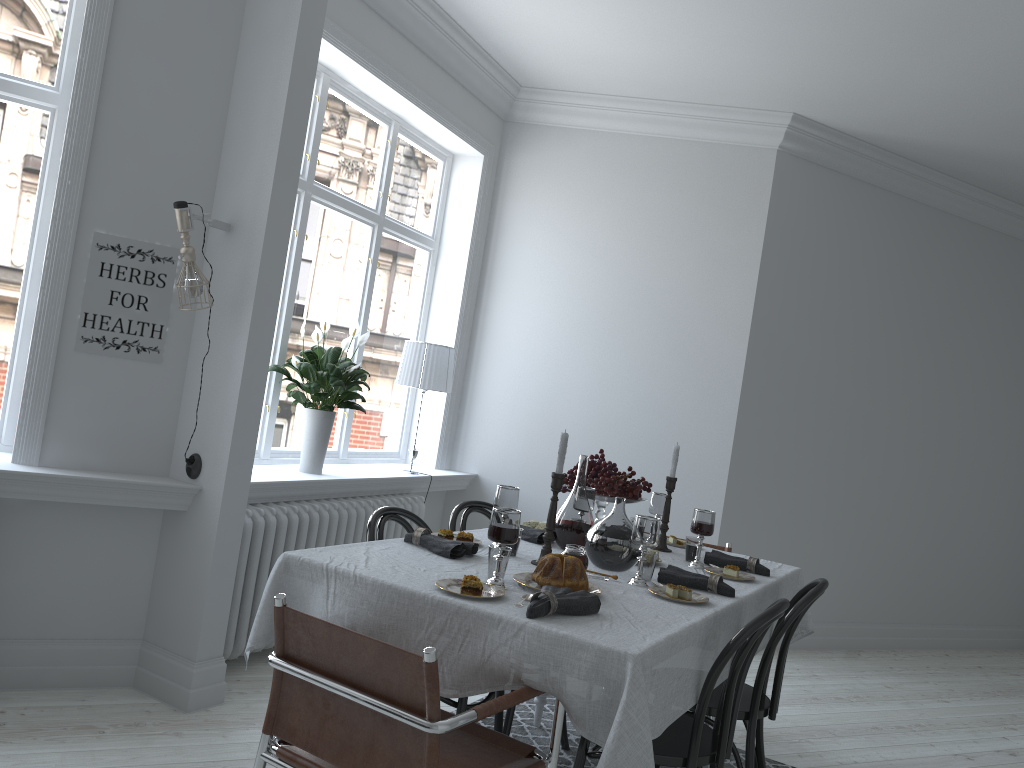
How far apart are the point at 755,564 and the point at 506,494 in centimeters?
104cm

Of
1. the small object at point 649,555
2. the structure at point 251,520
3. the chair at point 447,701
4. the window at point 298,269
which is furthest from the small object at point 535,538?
the window at point 298,269

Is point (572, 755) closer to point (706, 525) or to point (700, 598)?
point (706, 525)

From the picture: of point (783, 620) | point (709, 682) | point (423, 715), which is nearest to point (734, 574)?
point (783, 620)

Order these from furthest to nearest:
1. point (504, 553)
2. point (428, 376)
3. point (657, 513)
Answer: point (428, 376)
point (657, 513)
point (504, 553)

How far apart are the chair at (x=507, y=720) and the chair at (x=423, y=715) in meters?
1.0 m

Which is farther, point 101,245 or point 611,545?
point 101,245

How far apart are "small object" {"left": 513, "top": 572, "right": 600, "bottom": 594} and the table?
0.0 meters

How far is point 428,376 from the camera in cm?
502

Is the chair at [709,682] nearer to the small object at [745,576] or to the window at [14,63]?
the small object at [745,576]
